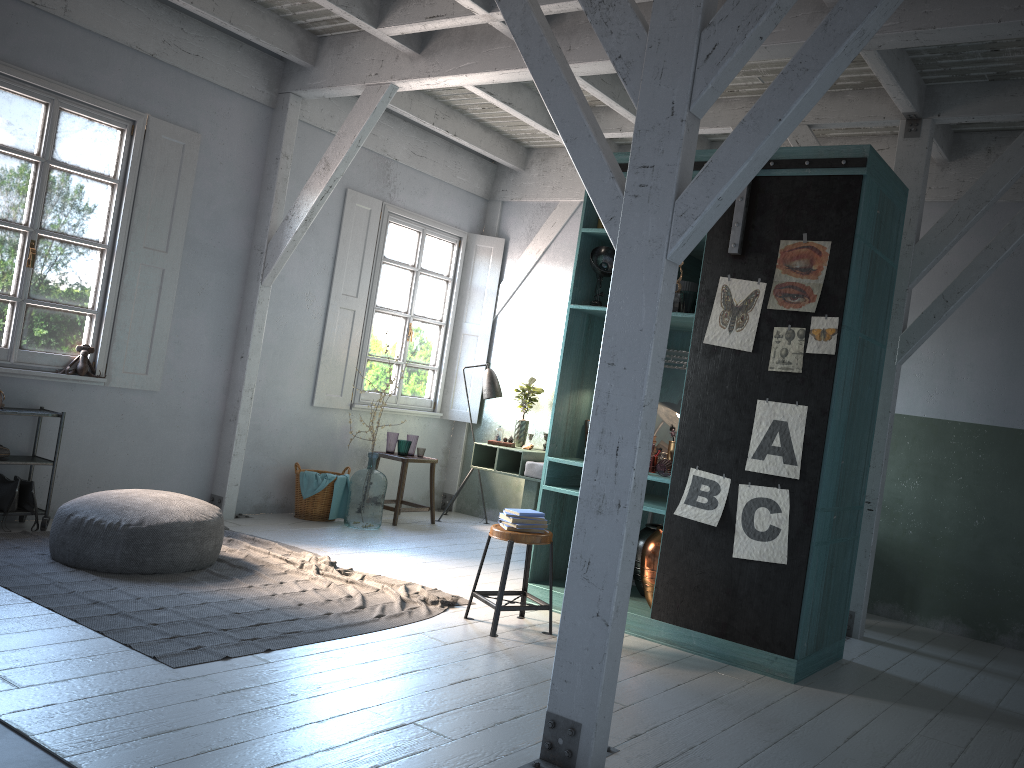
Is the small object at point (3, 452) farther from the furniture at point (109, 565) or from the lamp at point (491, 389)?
the lamp at point (491, 389)

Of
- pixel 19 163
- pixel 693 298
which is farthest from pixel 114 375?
pixel 693 298

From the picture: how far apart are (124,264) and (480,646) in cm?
478

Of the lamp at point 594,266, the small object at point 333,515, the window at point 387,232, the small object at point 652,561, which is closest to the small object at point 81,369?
the small object at point 333,515

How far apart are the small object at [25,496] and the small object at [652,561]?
4.8m

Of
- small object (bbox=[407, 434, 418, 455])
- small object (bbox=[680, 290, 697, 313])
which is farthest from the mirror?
small object (bbox=[407, 434, 418, 455])

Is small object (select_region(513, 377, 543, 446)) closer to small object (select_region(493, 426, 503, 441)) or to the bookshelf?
small object (select_region(493, 426, 503, 441))

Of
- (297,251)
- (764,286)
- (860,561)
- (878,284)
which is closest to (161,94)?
(297,251)

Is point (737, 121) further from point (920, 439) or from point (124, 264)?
point (124, 264)

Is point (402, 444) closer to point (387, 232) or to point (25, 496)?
point (387, 232)
